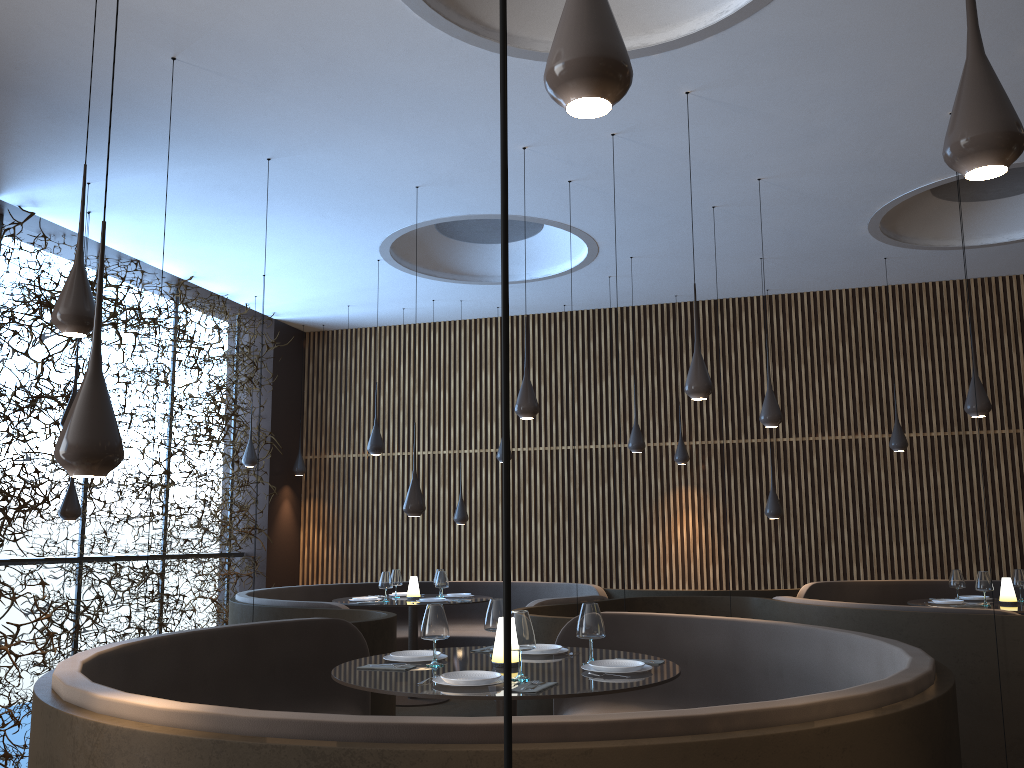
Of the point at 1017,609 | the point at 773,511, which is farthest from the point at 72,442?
the point at 773,511

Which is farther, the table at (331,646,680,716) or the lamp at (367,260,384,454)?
the lamp at (367,260,384,454)

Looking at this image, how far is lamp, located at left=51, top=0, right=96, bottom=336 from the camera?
3.9 meters

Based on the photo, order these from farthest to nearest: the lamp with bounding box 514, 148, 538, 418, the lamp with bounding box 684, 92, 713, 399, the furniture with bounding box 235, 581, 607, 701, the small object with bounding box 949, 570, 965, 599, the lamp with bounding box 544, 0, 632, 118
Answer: the furniture with bounding box 235, 581, 607, 701, the small object with bounding box 949, 570, 965, 599, the lamp with bounding box 514, 148, 538, 418, the lamp with bounding box 684, 92, 713, 399, the lamp with bounding box 544, 0, 632, 118

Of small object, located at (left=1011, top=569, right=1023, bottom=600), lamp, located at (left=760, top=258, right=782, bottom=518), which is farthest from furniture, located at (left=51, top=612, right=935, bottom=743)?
small object, located at (left=1011, top=569, right=1023, bottom=600)

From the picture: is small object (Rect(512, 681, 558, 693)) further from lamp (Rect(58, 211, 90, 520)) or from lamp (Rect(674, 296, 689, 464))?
lamp (Rect(674, 296, 689, 464))

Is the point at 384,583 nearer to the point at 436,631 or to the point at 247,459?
the point at 247,459

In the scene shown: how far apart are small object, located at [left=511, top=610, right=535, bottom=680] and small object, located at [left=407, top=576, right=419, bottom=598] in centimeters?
549cm

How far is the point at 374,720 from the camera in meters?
2.5

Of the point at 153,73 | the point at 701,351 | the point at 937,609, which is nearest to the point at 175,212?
the point at 153,73
